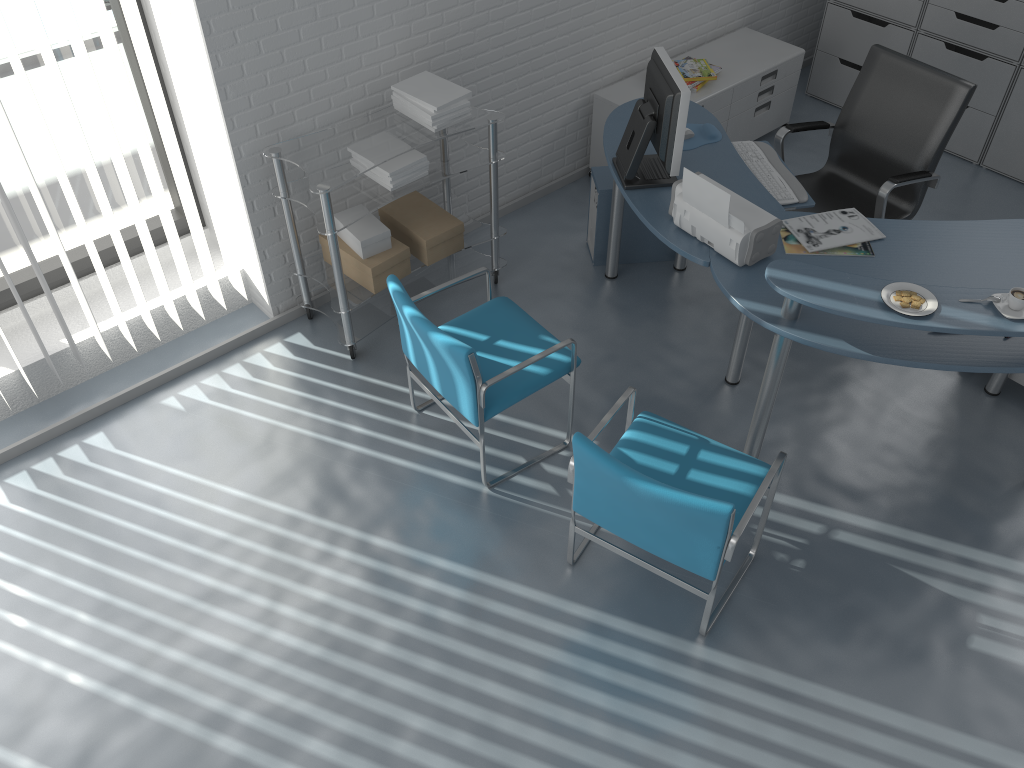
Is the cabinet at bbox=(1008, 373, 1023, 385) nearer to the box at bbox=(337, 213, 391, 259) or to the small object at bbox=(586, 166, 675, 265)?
the small object at bbox=(586, 166, 675, 265)

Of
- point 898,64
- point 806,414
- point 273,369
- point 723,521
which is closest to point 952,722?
point 723,521

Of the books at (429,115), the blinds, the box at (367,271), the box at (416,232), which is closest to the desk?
the books at (429,115)

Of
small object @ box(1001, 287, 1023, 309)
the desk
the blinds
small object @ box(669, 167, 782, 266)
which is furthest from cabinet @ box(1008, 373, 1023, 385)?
the blinds

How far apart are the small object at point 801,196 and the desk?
0.1 meters

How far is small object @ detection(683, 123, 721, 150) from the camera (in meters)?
3.58

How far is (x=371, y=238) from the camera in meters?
3.5 m

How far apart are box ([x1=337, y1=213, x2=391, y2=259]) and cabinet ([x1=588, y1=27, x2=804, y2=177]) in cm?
152

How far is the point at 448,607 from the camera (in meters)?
2.92

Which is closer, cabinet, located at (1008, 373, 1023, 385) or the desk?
the desk
